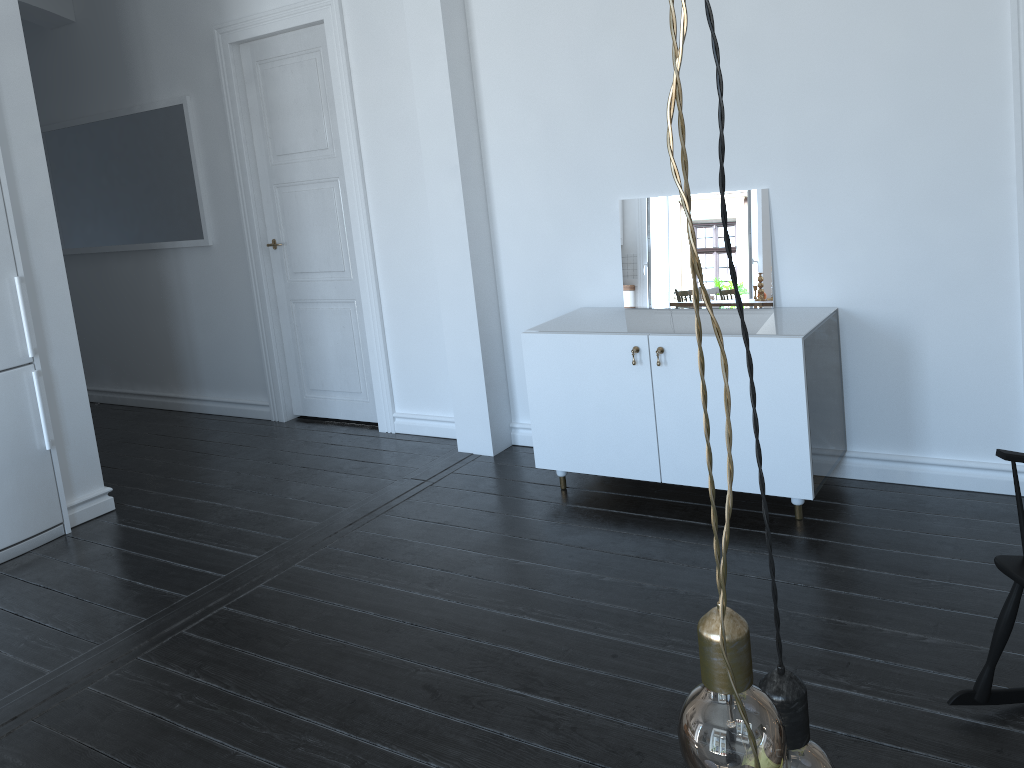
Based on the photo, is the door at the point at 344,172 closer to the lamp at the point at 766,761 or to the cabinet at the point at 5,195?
the cabinet at the point at 5,195

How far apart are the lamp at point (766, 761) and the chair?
1.8m

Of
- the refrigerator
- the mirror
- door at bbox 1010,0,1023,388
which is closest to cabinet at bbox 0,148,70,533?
the refrigerator

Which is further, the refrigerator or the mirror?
the refrigerator

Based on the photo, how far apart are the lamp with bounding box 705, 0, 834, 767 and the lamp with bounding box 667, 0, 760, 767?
0.0 meters

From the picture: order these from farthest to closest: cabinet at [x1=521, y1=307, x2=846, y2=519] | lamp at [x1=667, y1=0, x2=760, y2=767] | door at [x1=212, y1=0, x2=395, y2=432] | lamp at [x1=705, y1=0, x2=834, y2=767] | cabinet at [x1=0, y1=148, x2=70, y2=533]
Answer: door at [x1=212, y1=0, x2=395, y2=432], cabinet at [x1=0, y1=148, x2=70, y2=533], cabinet at [x1=521, y1=307, x2=846, y2=519], lamp at [x1=705, y1=0, x2=834, y2=767], lamp at [x1=667, y1=0, x2=760, y2=767]

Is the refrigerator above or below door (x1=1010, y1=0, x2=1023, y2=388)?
below

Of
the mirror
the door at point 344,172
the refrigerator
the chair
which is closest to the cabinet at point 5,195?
the refrigerator

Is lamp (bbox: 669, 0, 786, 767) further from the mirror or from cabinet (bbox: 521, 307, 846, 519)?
the mirror

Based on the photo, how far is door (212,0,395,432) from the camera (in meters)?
4.84
